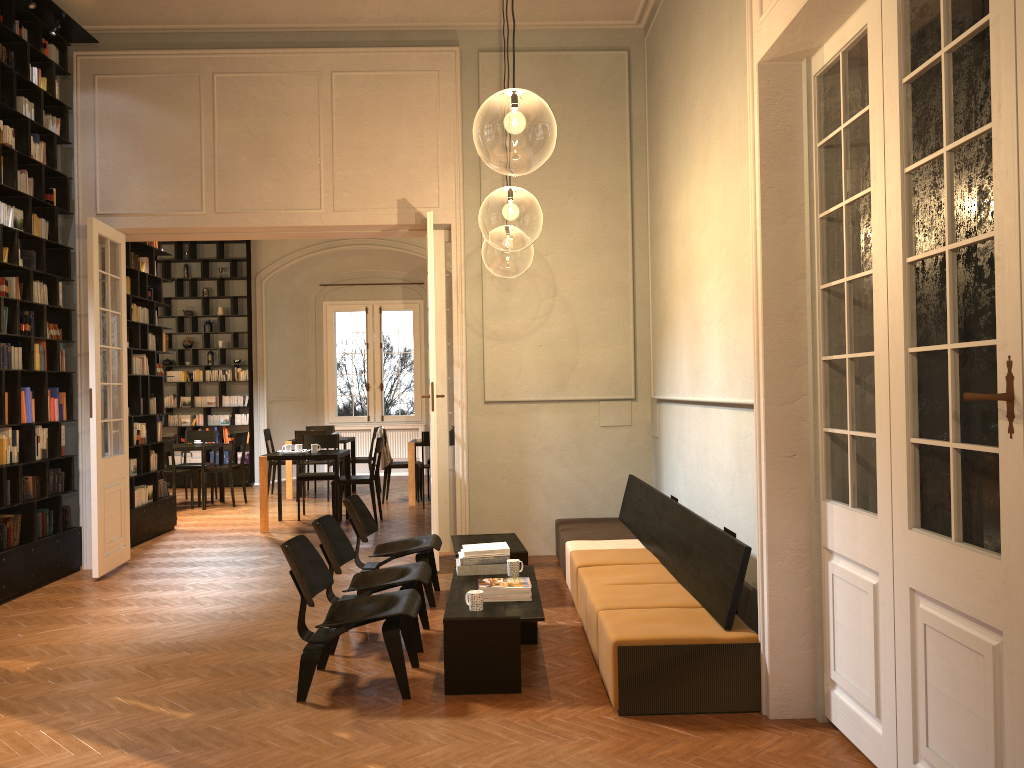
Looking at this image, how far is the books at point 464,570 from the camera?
5.9m

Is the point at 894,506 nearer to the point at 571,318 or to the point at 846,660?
the point at 846,660

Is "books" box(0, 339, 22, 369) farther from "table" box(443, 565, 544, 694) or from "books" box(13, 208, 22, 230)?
"table" box(443, 565, 544, 694)

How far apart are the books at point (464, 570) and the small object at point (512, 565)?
0.09m

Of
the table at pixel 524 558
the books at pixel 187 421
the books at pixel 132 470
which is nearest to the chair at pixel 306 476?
the books at pixel 132 470

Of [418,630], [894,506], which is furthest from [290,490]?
[894,506]

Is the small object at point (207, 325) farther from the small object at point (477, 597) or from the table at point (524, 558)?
the small object at point (477, 597)

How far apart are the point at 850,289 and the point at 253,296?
13.5 meters

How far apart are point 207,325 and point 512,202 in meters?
9.4

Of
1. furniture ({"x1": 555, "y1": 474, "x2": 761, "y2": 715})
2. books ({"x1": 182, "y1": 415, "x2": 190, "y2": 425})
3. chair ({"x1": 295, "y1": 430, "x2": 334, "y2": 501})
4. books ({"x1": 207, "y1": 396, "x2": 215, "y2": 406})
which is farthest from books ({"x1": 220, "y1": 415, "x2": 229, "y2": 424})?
furniture ({"x1": 555, "y1": 474, "x2": 761, "y2": 715})
